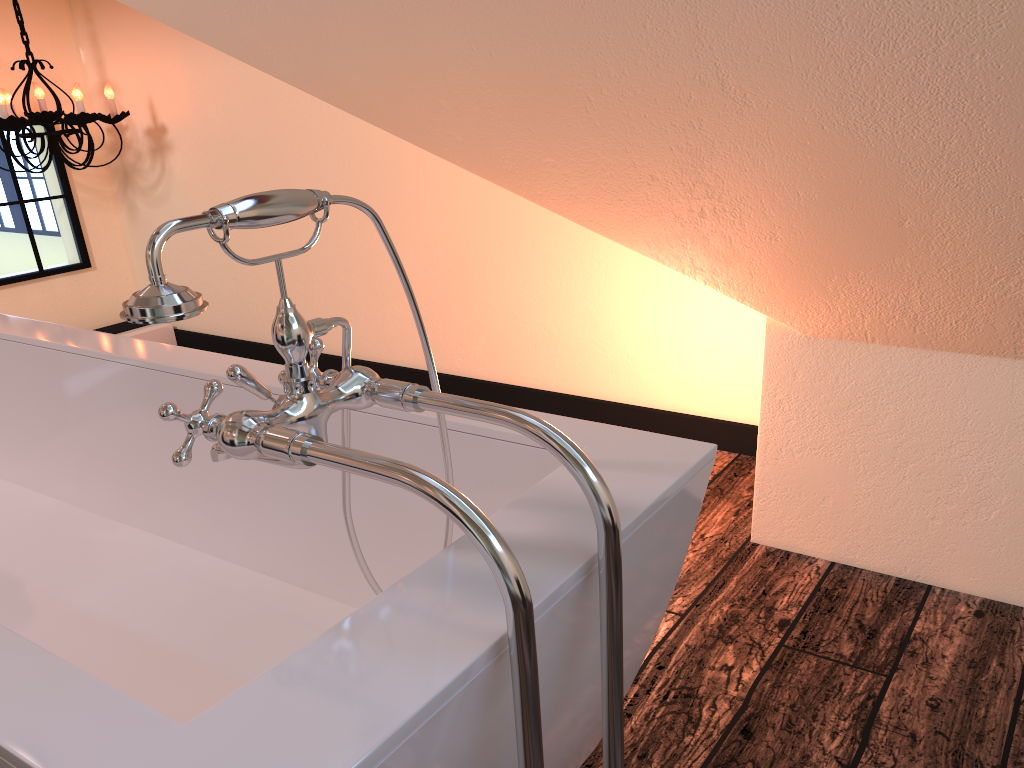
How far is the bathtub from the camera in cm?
69

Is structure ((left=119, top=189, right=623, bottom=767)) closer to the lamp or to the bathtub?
the bathtub

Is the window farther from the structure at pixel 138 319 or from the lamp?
the structure at pixel 138 319

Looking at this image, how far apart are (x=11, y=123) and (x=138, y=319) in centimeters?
299cm

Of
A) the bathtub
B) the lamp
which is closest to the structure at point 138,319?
the bathtub

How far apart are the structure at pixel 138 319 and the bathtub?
0.0 meters

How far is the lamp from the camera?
3.2m

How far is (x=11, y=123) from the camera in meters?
3.2 m

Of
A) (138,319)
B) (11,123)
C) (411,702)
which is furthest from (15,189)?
(411,702)

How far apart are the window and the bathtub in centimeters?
197cm
